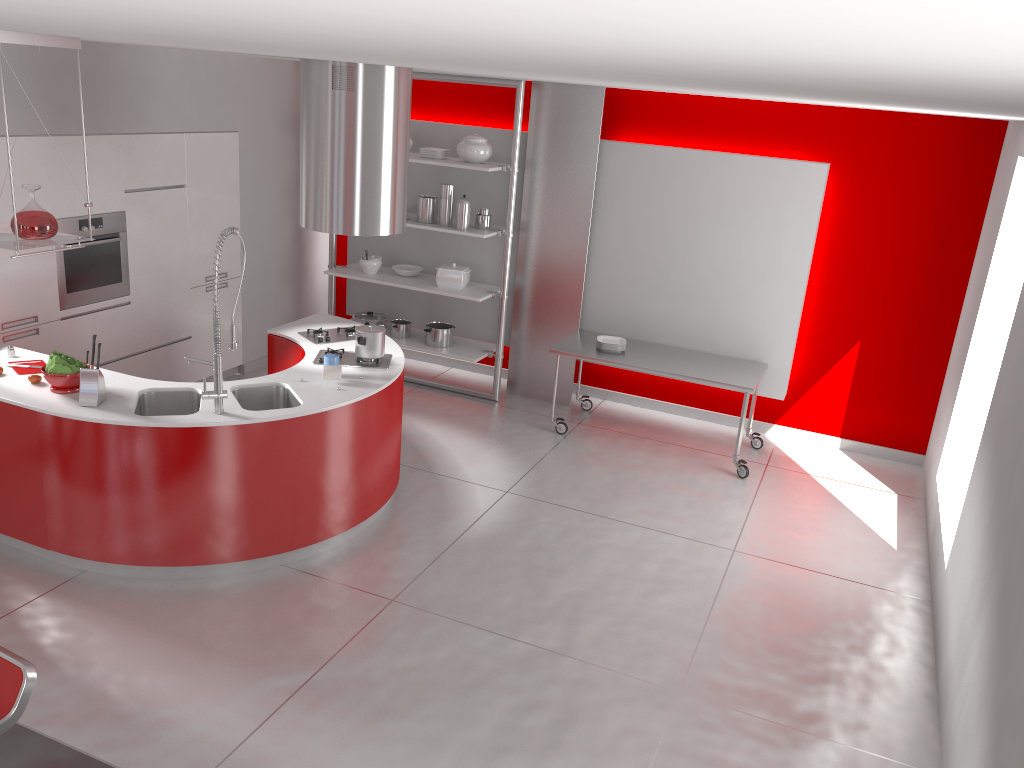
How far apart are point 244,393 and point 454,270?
2.77m

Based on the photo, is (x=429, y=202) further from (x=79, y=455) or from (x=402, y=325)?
(x=79, y=455)

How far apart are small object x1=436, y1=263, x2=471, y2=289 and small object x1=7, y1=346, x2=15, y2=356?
3.3 meters

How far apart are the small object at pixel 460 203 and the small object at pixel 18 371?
3.4m

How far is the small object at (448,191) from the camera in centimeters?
706cm

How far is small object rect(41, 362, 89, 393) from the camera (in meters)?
4.46

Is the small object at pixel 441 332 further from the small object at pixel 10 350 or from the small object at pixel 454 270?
the small object at pixel 10 350

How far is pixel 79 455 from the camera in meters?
4.3

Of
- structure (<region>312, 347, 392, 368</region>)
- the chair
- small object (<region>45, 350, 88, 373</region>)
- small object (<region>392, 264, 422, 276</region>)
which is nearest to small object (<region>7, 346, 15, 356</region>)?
small object (<region>45, 350, 88, 373</region>)

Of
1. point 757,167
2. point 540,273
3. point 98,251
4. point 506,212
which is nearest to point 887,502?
point 757,167
